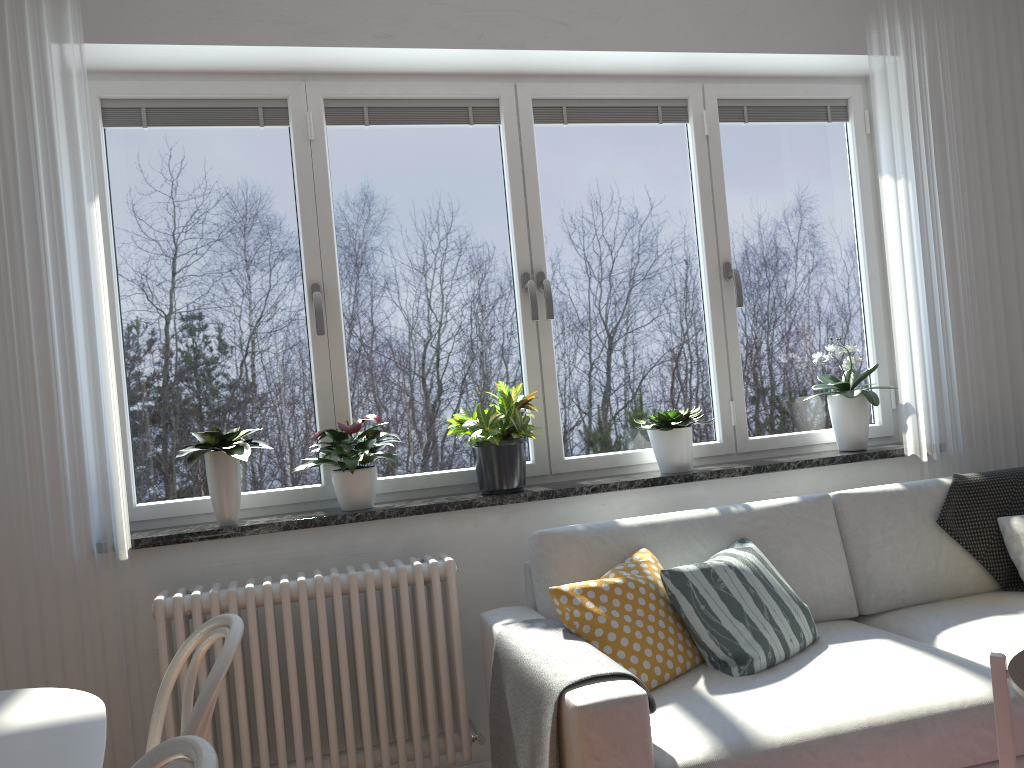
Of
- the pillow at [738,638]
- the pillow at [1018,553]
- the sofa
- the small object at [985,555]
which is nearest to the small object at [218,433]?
the sofa

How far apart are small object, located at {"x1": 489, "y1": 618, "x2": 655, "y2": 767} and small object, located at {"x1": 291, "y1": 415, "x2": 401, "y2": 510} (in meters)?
0.69

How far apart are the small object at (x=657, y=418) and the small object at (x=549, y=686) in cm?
92

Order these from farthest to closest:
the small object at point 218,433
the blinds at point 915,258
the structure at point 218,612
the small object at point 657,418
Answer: the blinds at point 915,258, the small object at point 657,418, the small object at point 218,433, the structure at point 218,612

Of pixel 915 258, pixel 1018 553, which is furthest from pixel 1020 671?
pixel 915 258

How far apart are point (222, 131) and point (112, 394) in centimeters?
102cm

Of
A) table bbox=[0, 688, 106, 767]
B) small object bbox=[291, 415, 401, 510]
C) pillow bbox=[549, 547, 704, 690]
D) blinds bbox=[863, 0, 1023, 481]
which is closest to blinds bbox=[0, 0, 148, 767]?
small object bbox=[291, 415, 401, 510]

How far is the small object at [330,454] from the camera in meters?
2.8 m

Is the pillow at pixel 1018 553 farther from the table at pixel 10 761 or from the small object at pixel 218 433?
the table at pixel 10 761

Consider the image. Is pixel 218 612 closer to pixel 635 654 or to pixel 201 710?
pixel 635 654
